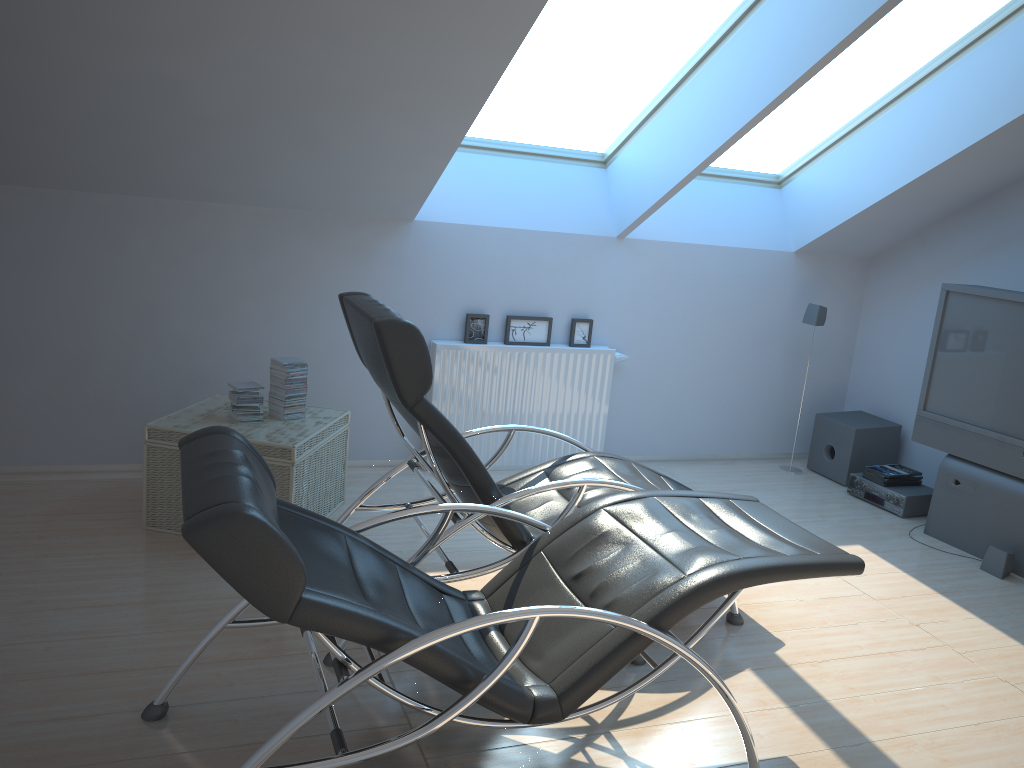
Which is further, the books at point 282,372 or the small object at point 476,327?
the small object at point 476,327

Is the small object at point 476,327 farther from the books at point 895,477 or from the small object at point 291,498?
the books at point 895,477

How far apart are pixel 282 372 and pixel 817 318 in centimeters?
358cm

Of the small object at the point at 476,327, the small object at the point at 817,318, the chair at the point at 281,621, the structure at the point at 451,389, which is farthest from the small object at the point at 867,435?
the chair at the point at 281,621

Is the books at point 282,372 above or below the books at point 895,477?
above

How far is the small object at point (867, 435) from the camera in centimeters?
593cm

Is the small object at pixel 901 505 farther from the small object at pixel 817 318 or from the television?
the small object at pixel 817 318

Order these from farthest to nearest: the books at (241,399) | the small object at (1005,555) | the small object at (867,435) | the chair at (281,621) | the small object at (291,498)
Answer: the small object at (867,435), the small object at (1005,555), the books at (241,399), the small object at (291,498), the chair at (281,621)

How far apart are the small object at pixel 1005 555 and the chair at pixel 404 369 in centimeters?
177cm

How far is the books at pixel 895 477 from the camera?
5.6m
